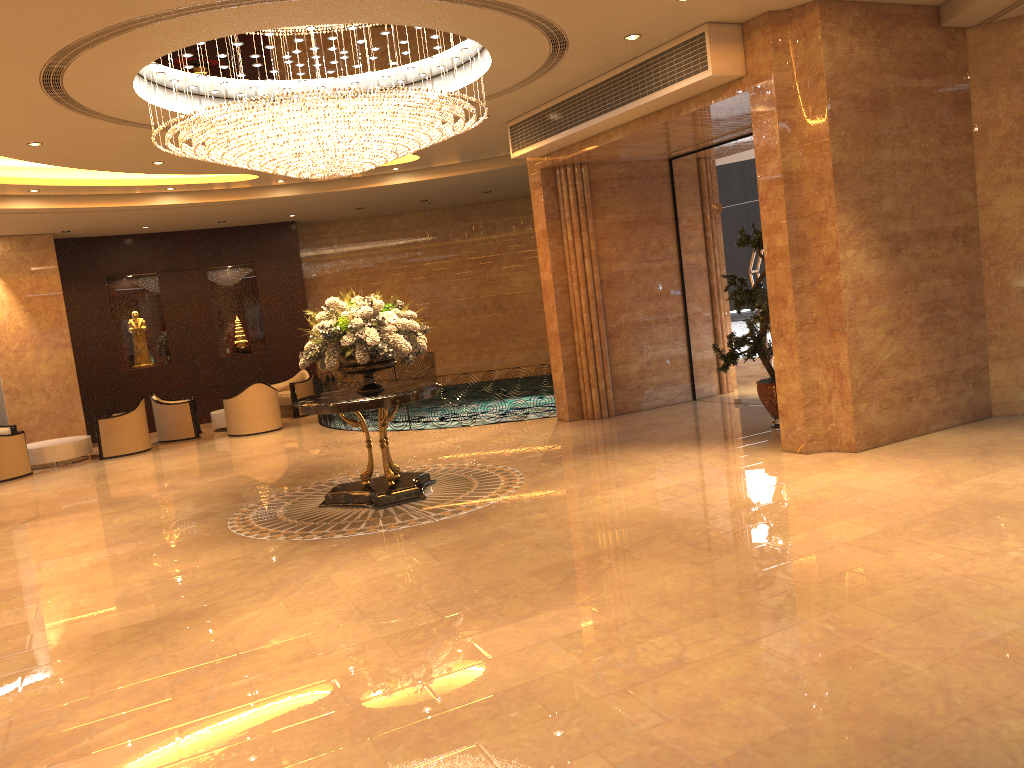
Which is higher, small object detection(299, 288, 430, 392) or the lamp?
the lamp

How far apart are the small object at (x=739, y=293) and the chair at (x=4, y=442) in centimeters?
1064cm

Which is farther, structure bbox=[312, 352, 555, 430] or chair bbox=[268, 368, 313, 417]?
chair bbox=[268, 368, 313, 417]

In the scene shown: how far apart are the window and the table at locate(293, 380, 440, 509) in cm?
506

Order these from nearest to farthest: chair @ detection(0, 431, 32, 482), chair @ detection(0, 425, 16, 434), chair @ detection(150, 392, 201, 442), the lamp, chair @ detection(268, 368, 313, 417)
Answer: the lamp, chair @ detection(0, 431, 32, 482), chair @ detection(0, 425, 16, 434), chair @ detection(150, 392, 201, 442), chair @ detection(268, 368, 313, 417)

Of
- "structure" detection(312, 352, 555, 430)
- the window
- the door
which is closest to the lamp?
the window

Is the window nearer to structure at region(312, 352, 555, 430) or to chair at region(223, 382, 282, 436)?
structure at region(312, 352, 555, 430)

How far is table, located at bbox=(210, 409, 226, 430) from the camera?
16.5m

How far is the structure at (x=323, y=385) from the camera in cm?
1505

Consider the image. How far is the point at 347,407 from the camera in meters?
8.3
